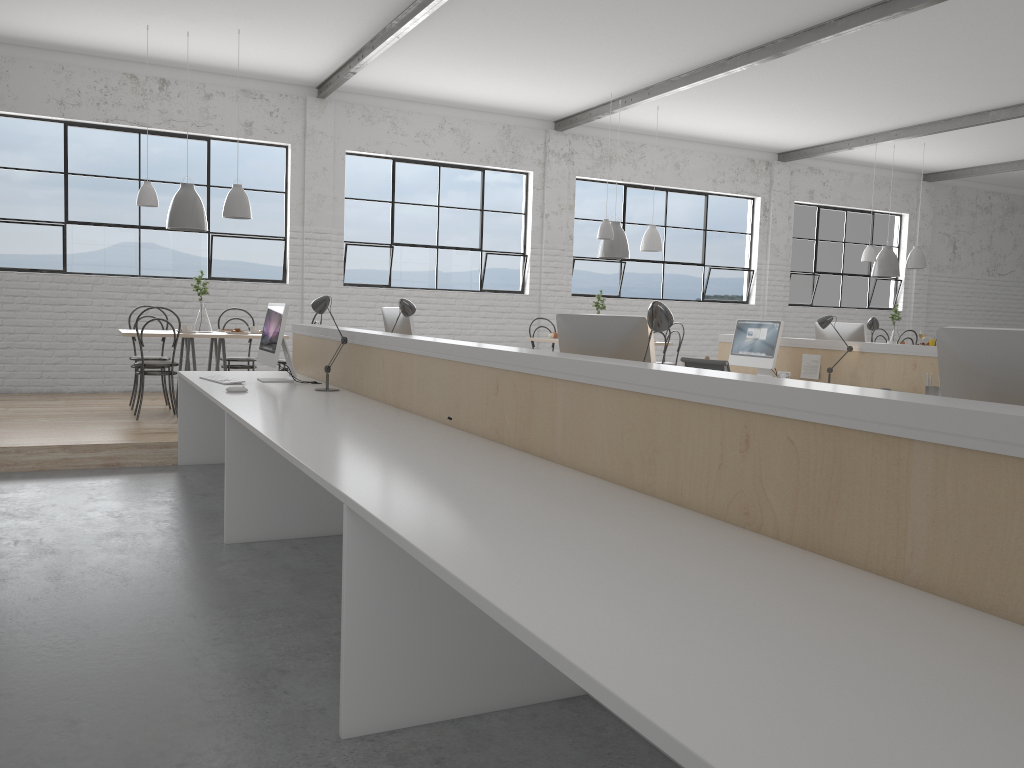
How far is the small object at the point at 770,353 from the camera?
5.3 meters

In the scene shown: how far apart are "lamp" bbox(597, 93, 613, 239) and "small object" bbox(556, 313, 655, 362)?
4.44m

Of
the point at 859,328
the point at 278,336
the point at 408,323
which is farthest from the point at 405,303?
the point at 859,328

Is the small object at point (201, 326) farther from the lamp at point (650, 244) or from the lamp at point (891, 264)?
the lamp at point (891, 264)

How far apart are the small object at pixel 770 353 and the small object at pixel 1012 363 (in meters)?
Result: 3.75

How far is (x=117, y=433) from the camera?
4.8m

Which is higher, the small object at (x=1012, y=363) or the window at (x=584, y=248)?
the window at (x=584, y=248)

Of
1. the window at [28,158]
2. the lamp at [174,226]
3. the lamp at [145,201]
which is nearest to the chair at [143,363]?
the lamp at [174,226]

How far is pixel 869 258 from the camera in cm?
861

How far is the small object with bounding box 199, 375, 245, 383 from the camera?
4.0m
